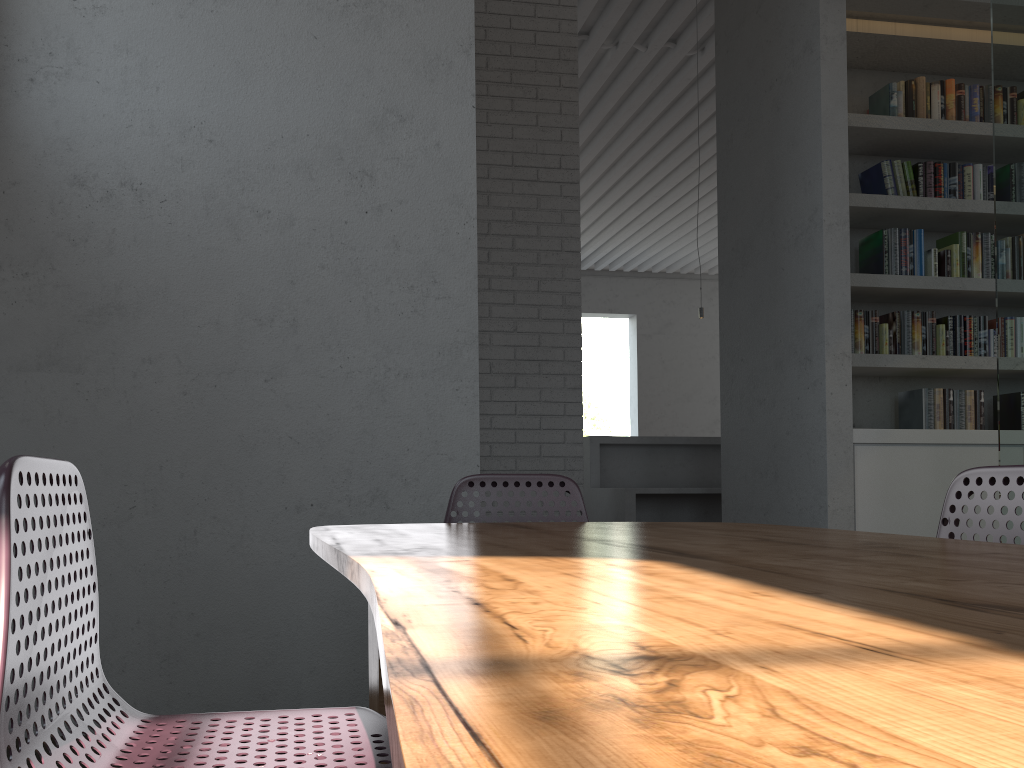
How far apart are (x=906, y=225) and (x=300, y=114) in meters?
3.2
